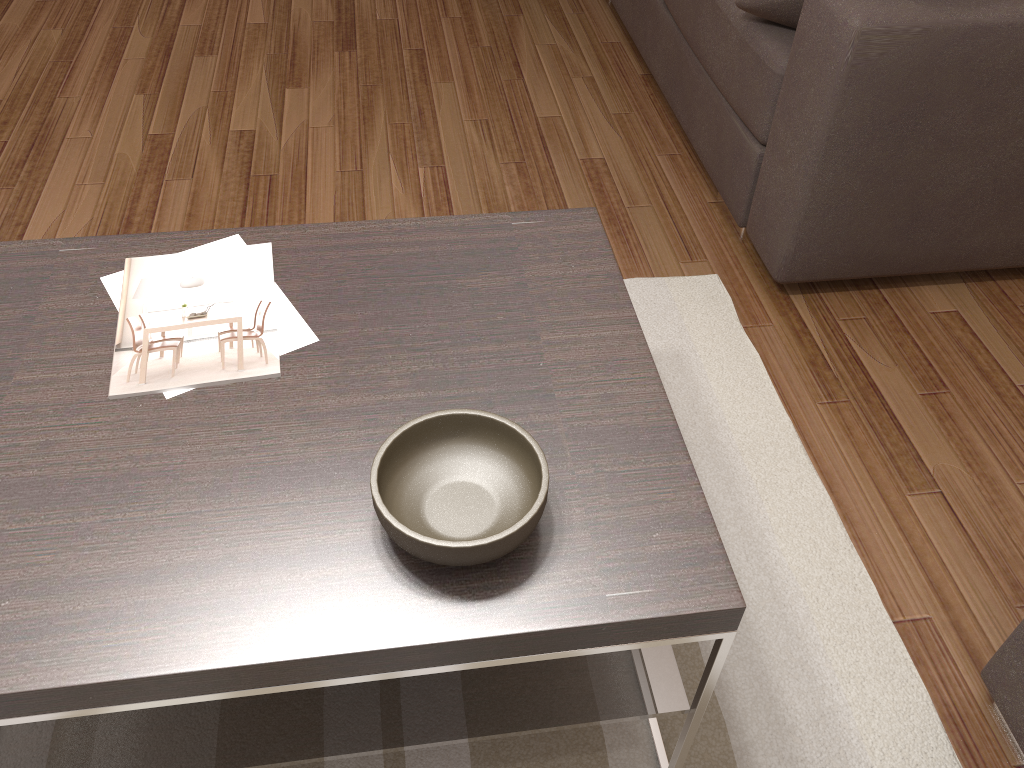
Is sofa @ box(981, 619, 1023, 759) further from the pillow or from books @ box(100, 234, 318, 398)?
the pillow

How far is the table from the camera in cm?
102

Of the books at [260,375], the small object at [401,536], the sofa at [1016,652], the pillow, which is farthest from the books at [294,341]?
the pillow

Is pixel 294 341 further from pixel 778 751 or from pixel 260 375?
pixel 778 751

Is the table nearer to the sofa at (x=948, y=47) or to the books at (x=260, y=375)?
the books at (x=260, y=375)

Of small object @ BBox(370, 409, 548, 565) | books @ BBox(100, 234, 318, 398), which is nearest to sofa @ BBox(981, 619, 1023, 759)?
small object @ BBox(370, 409, 548, 565)

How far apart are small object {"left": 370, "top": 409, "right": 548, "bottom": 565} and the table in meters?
0.0 m

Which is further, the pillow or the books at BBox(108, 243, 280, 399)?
the pillow

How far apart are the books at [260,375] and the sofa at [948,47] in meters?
1.3 m

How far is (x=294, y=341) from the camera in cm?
137
